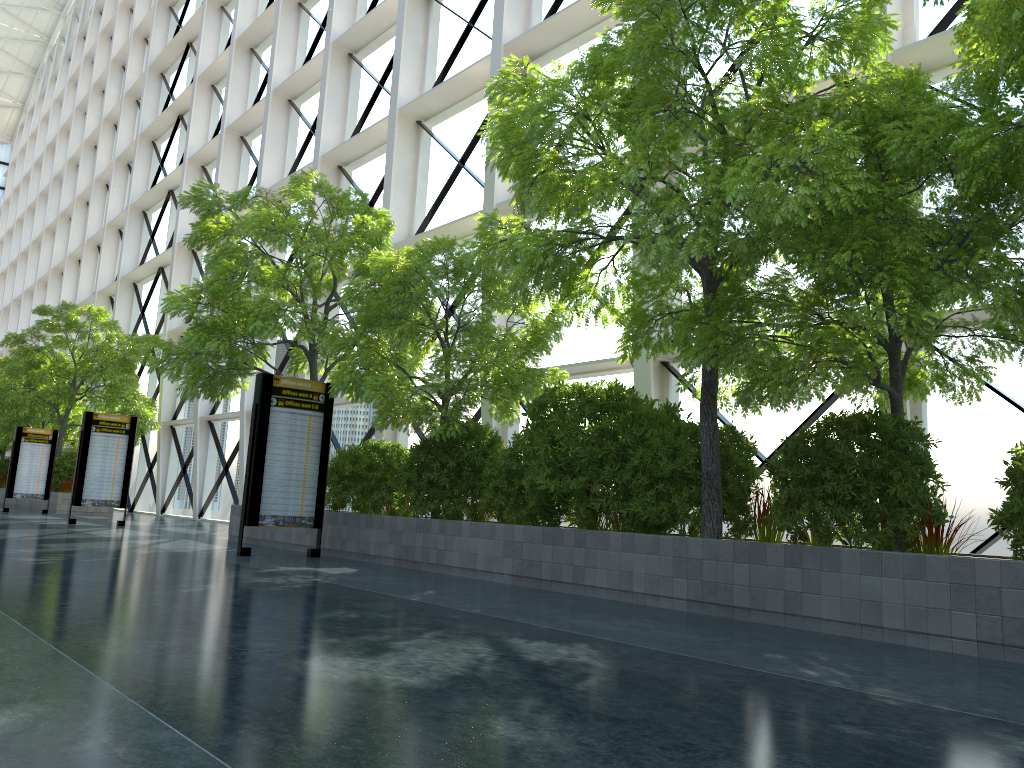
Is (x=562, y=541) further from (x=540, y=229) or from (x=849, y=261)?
(x=849, y=261)
